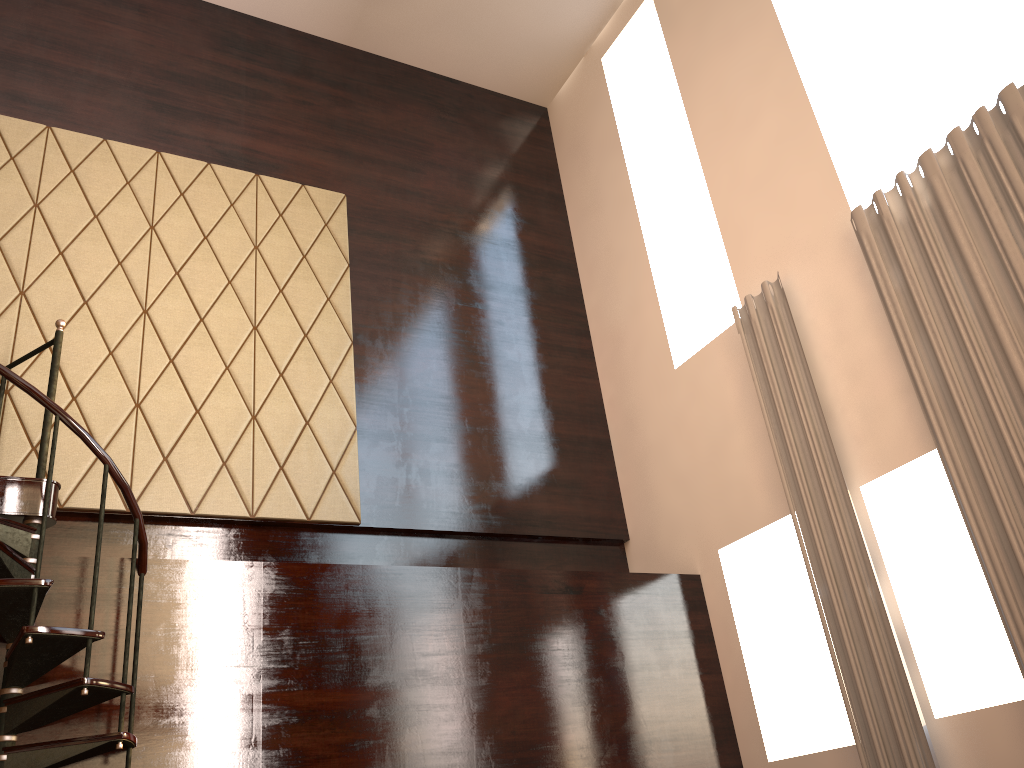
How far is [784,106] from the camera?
5.1 meters

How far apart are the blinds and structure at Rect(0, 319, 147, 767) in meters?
3.0

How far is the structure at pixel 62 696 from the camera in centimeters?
316cm

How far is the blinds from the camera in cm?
360

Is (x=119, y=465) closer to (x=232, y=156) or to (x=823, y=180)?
(x=232, y=156)

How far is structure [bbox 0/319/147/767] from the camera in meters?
3.2

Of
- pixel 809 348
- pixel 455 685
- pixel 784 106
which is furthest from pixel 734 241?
pixel 455 685

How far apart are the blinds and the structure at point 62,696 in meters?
3.0 m

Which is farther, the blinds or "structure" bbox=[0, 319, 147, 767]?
the blinds
